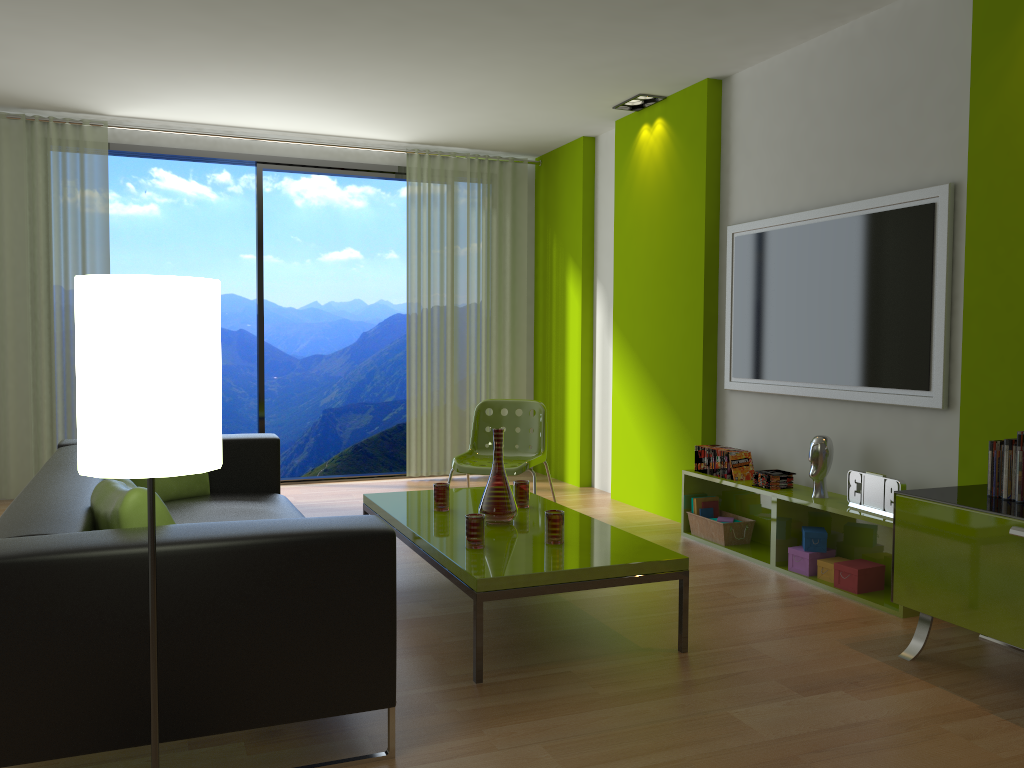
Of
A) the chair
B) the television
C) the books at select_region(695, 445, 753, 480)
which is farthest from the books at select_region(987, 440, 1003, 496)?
the chair

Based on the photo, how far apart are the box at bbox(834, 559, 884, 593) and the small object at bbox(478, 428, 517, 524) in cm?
149

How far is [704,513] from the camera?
5.0 meters

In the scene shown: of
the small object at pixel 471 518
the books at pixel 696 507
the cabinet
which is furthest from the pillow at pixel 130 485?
the books at pixel 696 507

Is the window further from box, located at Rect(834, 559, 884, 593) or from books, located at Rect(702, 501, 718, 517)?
box, located at Rect(834, 559, 884, 593)

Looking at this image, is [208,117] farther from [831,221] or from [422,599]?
[831,221]

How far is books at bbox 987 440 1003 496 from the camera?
3.1 meters

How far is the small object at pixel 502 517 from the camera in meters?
3.7 m

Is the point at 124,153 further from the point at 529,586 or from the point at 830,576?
the point at 830,576

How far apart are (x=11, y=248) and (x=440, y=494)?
3.8m
